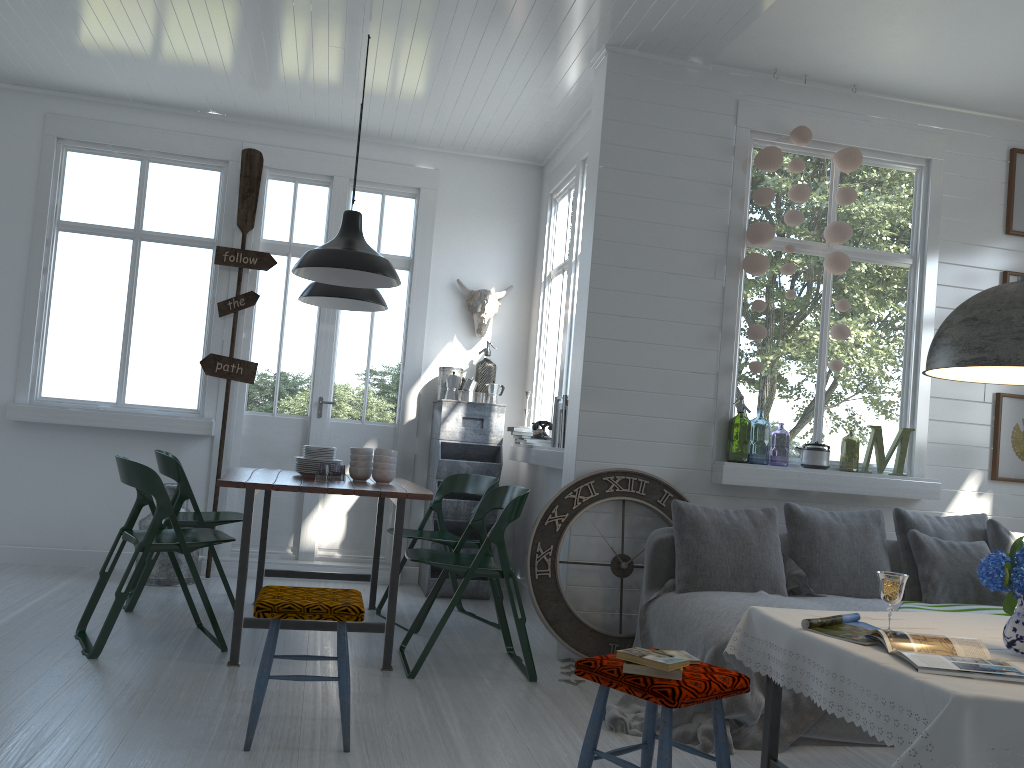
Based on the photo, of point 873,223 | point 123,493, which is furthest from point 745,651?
point 123,493

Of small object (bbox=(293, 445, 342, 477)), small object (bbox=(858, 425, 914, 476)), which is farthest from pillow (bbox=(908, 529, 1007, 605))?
small object (bbox=(293, 445, 342, 477))

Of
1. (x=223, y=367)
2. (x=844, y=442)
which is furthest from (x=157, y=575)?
(x=844, y=442)

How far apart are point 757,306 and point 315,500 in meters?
3.9 m

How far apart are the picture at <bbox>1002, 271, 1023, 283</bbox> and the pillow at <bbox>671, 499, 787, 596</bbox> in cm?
248

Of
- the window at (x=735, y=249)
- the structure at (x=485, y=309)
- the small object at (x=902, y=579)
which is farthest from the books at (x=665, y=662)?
the structure at (x=485, y=309)

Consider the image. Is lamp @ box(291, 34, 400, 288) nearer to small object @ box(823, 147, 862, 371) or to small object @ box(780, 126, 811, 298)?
small object @ box(780, 126, 811, 298)

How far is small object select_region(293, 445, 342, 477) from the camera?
5.4 meters

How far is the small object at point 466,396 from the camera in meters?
7.1 m

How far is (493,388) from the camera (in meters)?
7.12
